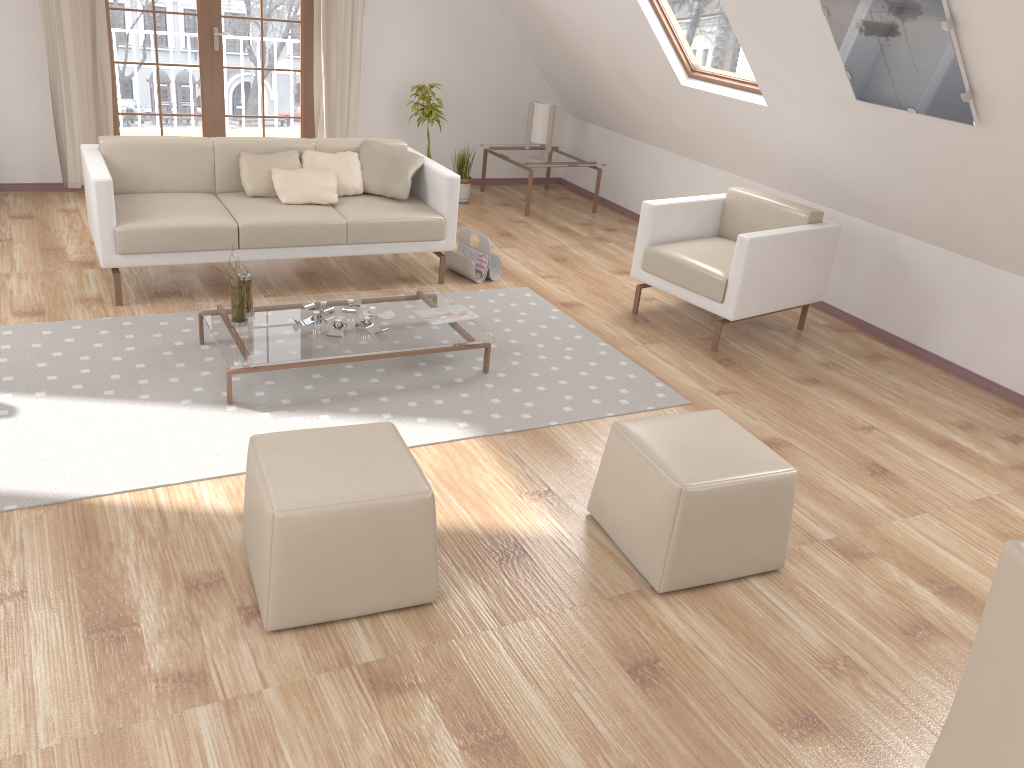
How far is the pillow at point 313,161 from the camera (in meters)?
5.07

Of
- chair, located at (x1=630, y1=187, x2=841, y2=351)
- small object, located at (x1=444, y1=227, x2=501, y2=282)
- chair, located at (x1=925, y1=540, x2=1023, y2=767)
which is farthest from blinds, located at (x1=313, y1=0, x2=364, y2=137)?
chair, located at (x1=925, y1=540, x2=1023, y2=767)

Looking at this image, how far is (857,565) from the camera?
3.01m

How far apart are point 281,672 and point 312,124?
5.4 meters

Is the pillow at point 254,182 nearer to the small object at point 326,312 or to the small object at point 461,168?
the small object at point 326,312

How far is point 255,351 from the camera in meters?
3.6 m

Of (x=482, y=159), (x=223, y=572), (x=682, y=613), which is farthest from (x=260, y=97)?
(x=682, y=613)

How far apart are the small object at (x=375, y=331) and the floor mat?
0.19m

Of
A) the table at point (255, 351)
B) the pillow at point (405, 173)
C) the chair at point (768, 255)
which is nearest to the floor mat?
the table at point (255, 351)

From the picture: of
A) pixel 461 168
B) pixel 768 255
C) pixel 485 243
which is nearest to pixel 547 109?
pixel 461 168
